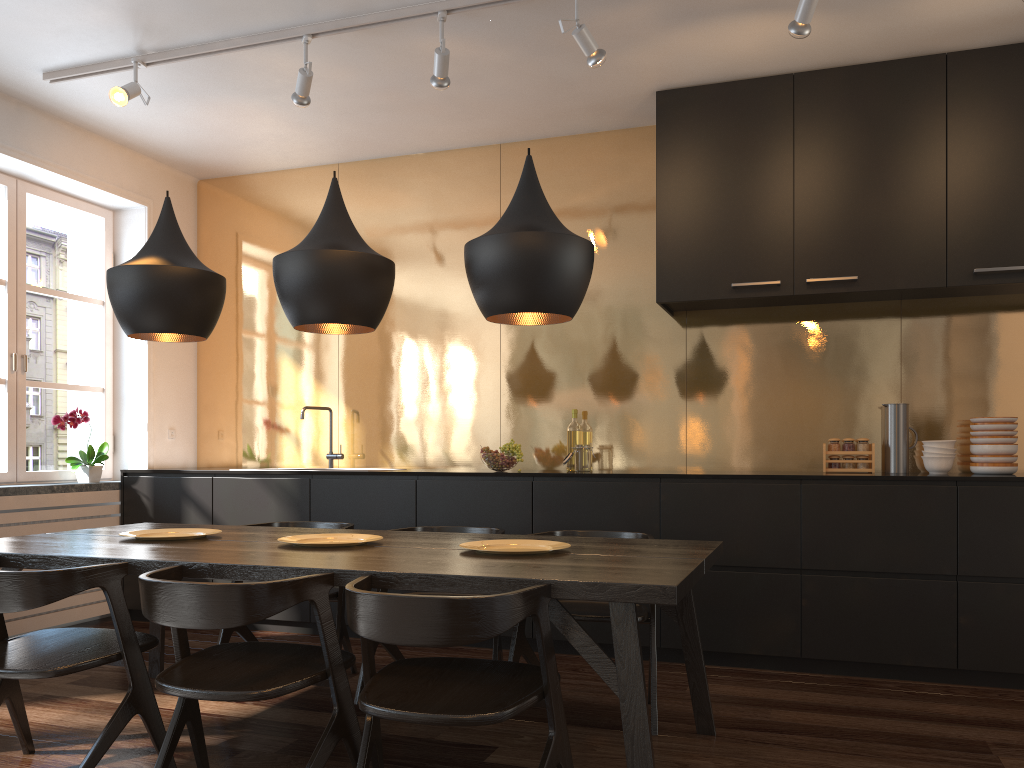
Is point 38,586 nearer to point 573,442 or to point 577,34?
point 577,34

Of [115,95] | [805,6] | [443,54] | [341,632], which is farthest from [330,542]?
[805,6]

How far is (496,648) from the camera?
3.31m

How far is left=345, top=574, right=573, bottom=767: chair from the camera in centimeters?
194cm

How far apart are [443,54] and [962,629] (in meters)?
3.22

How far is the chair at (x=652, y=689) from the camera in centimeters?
308cm

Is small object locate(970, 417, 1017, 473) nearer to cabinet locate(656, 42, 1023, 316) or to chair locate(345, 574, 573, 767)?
cabinet locate(656, 42, 1023, 316)

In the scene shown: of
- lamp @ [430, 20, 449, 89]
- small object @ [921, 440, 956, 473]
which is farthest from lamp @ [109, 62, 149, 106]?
small object @ [921, 440, 956, 473]

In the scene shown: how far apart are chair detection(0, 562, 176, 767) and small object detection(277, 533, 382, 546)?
0.51m

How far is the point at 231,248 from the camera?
5.8 meters
